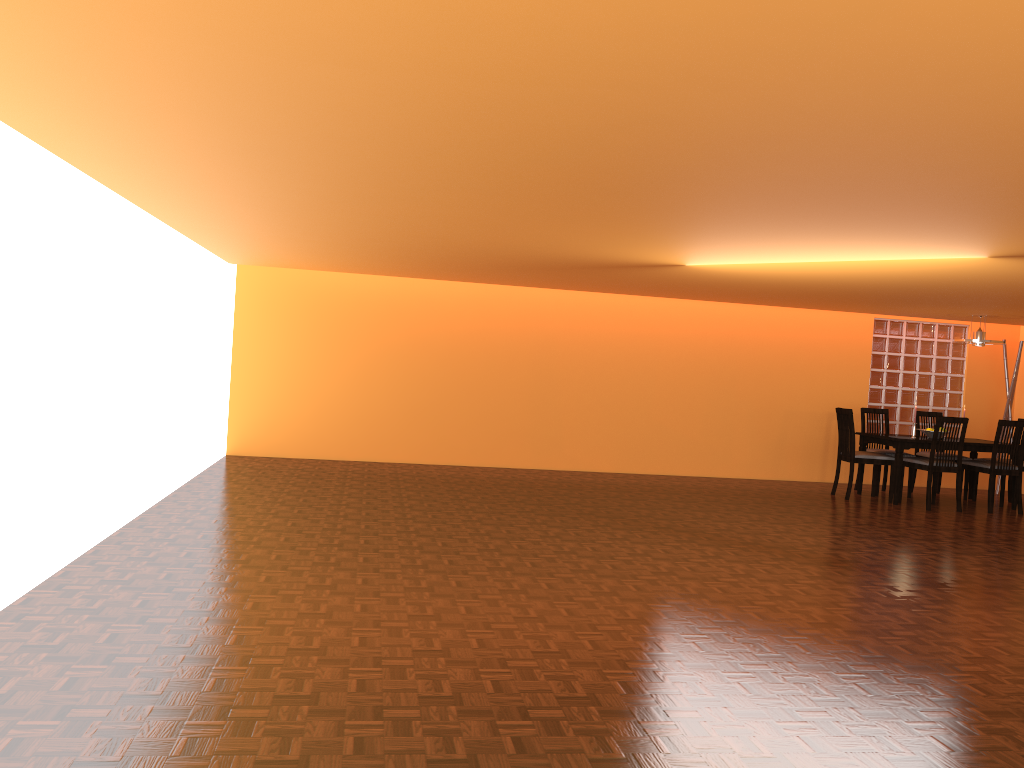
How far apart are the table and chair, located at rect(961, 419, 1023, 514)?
0.1m

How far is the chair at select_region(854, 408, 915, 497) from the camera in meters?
8.3 m

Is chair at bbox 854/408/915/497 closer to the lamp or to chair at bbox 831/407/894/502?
chair at bbox 831/407/894/502

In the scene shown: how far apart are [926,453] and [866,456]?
1.04m

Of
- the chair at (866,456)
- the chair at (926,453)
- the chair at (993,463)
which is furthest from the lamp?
the chair at (866,456)

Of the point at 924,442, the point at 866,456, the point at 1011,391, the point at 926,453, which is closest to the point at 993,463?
the point at 924,442

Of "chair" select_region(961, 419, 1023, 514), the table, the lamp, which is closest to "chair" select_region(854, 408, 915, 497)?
the table

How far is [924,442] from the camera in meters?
7.6 m

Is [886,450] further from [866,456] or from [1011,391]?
[1011,391]

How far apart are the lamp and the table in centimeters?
89cm
